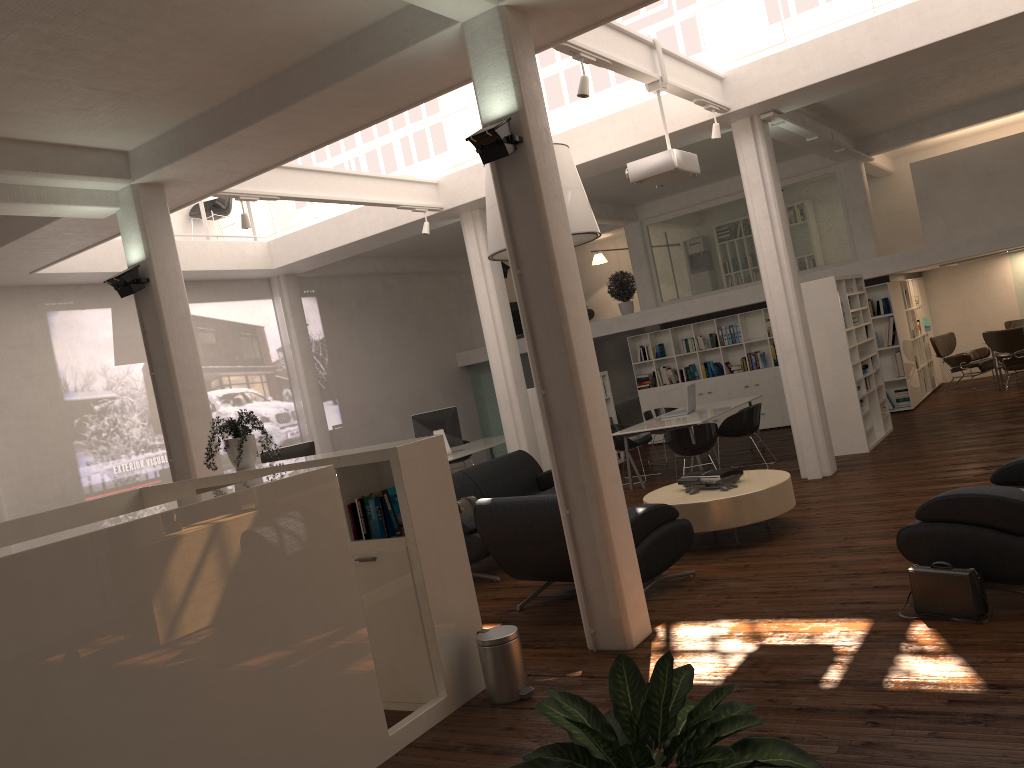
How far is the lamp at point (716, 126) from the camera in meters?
11.1 m

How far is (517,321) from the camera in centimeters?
2268cm

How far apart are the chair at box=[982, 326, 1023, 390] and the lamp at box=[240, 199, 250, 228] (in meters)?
13.92

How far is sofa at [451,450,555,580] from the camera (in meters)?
9.84

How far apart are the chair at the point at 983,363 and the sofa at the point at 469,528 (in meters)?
10.69

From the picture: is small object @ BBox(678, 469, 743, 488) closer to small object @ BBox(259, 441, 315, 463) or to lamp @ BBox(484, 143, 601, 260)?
lamp @ BBox(484, 143, 601, 260)

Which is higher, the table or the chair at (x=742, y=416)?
the chair at (x=742, y=416)

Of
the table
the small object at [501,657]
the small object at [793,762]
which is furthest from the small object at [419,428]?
the small object at [793,762]

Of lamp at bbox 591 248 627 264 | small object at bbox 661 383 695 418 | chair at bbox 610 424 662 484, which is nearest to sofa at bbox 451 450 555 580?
chair at bbox 610 424 662 484

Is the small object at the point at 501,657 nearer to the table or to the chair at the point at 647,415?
the table
